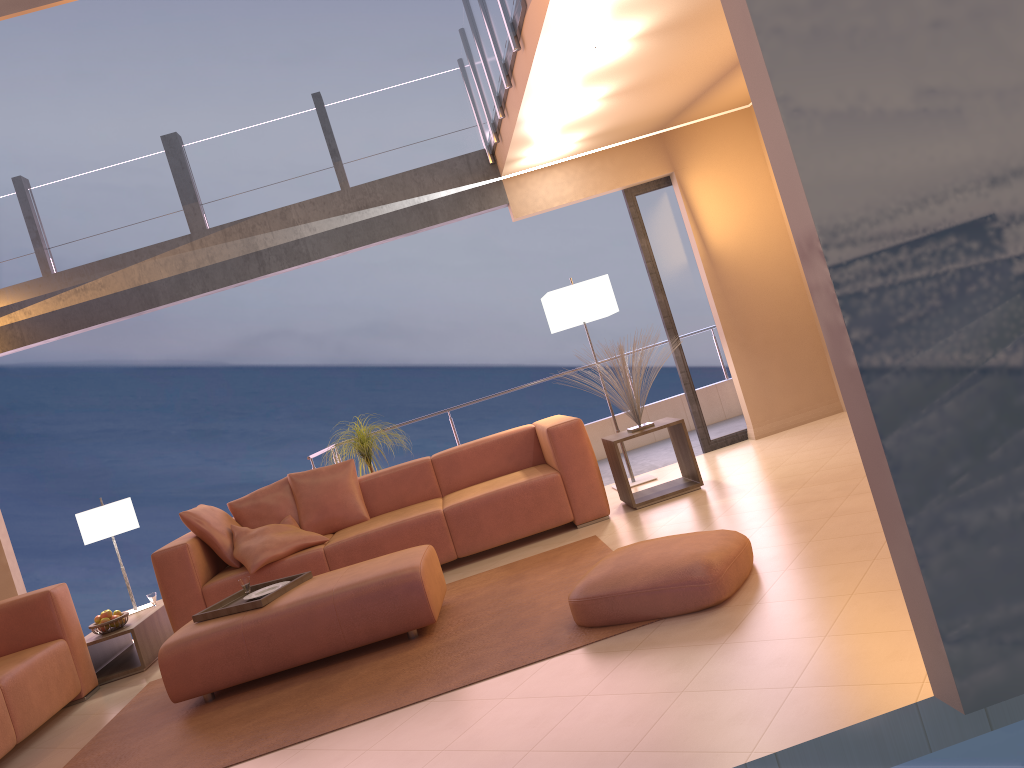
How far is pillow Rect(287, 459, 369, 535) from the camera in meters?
5.9

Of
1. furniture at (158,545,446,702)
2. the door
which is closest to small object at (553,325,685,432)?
the door

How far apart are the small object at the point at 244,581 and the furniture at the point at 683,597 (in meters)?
1.92

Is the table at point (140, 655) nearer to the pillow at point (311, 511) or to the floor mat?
the floor mat

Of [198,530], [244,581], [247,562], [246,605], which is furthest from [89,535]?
[246,605]

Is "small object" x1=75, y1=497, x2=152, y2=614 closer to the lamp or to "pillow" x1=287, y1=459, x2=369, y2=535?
"pillow" x1=287, y1=459, x2=369, y2=535

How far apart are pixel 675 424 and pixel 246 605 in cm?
277

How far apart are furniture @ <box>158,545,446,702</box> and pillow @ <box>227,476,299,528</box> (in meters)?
1.52

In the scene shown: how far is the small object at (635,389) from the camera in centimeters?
567cm

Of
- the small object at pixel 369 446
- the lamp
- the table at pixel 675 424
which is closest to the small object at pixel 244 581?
the small object at pixel 369 446
